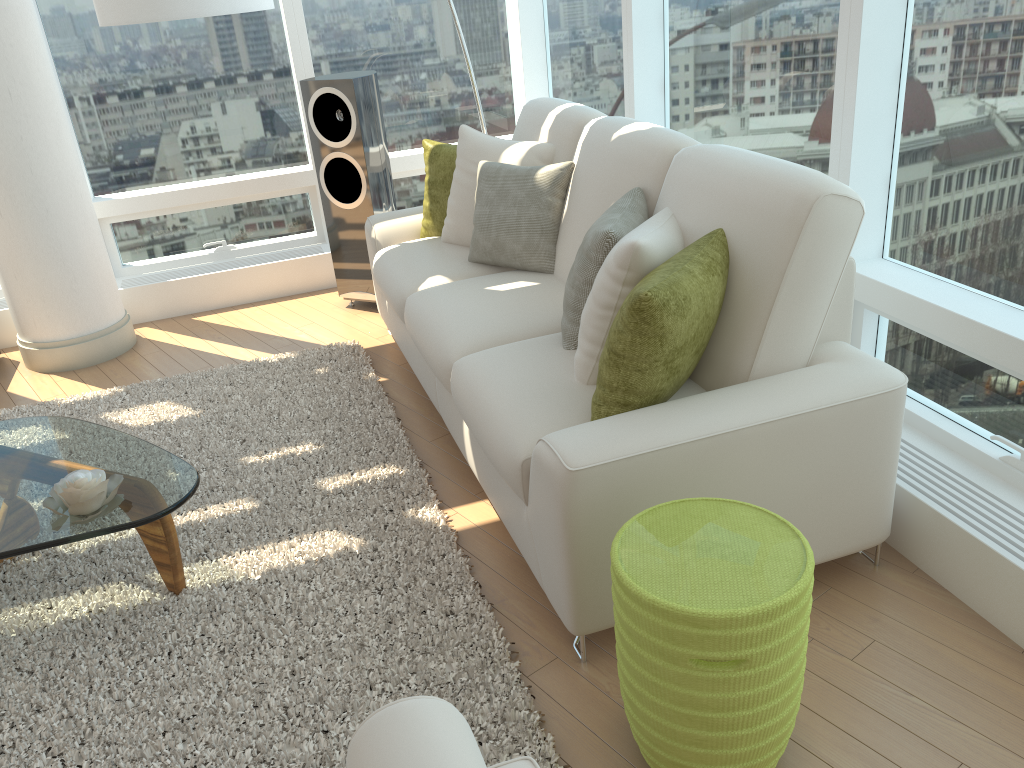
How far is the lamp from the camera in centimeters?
330cm

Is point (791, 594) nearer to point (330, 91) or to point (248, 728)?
point (248, 728)

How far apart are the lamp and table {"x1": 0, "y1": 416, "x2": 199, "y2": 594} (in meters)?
1.56

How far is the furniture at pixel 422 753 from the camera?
1.14m

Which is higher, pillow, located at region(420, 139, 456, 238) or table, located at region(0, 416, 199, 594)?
pillow, located at region(420, 139, 456, 238)

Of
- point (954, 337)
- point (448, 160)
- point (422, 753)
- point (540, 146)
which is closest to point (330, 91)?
point (448, 160)

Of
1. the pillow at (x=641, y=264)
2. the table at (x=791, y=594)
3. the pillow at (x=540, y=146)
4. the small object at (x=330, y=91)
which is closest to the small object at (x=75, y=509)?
the pillow at (x=641, y=264)

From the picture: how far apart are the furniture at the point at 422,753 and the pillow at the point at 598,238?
1.46m

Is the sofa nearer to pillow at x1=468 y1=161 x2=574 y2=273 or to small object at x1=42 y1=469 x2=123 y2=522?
pillow at x1=468 y1=161 x2=574 y2=273

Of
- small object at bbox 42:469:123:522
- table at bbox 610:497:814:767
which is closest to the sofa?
table at bbox 610:497:814:767
